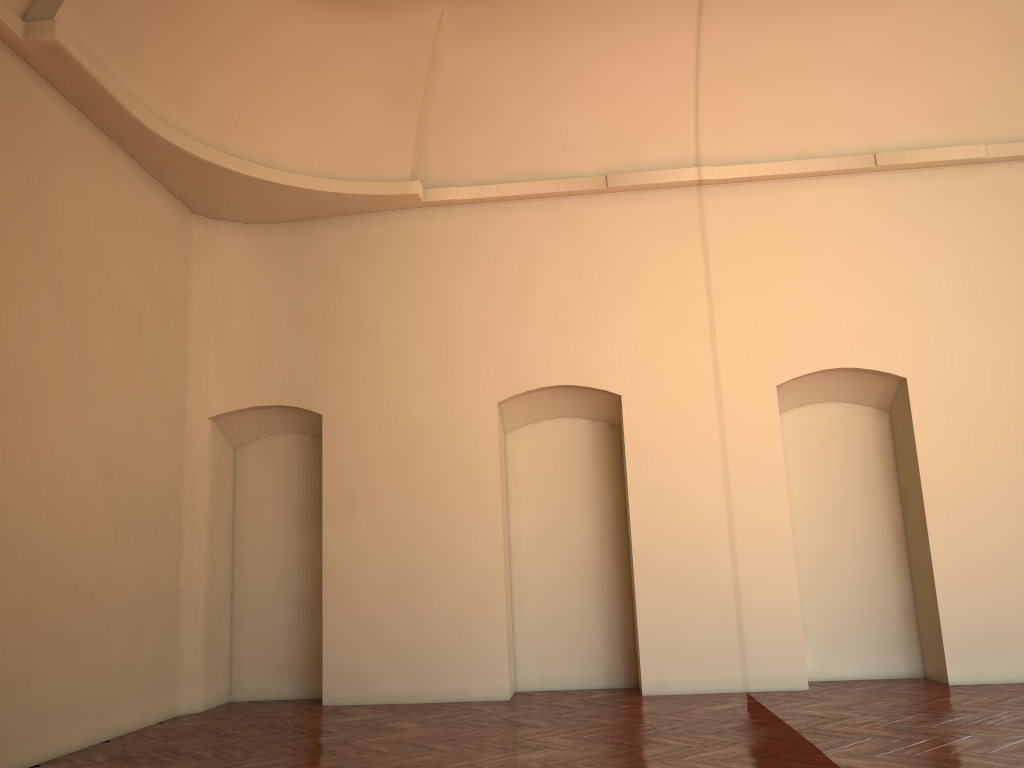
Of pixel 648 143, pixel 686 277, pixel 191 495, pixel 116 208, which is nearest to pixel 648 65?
pixel 648 143

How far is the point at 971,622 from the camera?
8.6m
